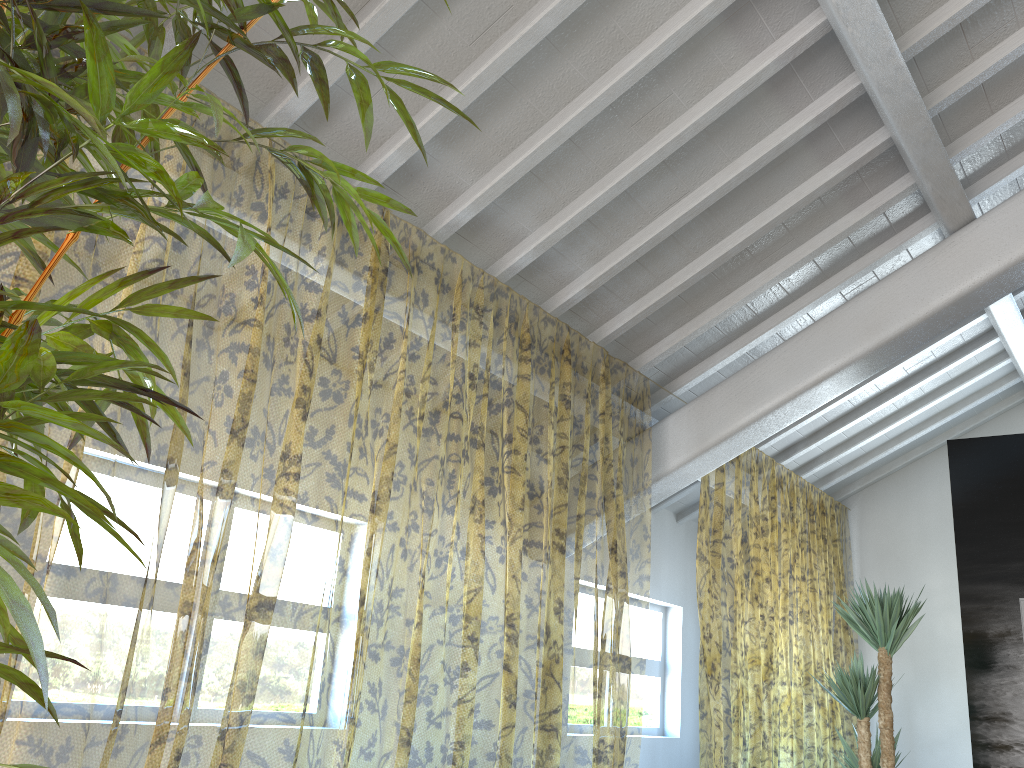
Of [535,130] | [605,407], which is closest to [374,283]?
[605,407]

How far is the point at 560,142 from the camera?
3.4m

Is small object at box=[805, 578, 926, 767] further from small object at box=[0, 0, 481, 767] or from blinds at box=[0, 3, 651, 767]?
small object at box=[0, 0, 481, 767]

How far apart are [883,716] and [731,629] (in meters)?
7.07

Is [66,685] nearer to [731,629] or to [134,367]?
[134,367]

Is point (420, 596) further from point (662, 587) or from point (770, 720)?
point (770, 720)

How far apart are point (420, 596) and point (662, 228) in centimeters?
735cm

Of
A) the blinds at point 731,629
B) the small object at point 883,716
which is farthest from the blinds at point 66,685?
the small object at point 883,716

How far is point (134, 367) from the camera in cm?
81

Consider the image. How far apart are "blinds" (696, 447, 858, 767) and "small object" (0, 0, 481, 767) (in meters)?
4.02
